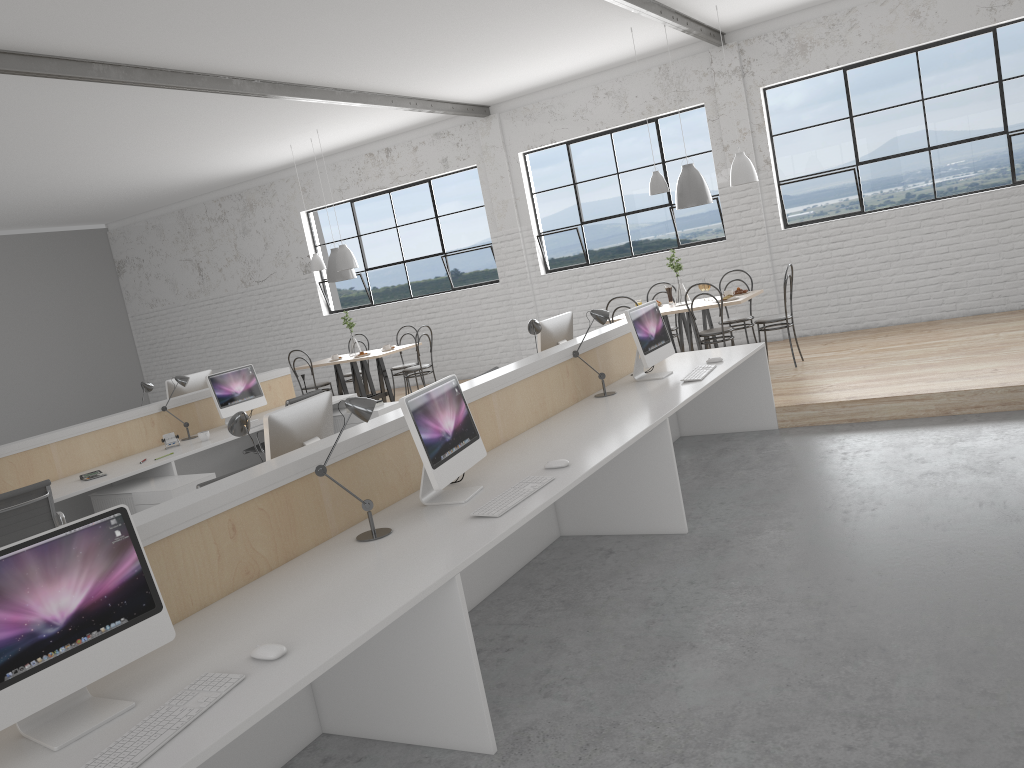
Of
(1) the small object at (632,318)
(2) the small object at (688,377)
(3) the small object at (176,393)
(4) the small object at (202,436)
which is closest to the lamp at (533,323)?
(1) the small object at (632,318)

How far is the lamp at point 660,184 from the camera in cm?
622

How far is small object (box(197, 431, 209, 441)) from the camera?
5.4m

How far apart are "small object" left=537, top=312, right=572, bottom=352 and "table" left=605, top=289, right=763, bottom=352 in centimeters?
149cm

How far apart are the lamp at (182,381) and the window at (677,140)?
3.85m

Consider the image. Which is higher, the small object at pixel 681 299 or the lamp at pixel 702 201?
the lamp at pixel 702 201

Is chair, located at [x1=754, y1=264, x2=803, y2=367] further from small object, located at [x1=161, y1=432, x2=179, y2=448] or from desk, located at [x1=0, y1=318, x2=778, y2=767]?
small object, located at [x1=161, y1=432, x2=179, y2=448]

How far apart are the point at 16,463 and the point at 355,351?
3.5 meters

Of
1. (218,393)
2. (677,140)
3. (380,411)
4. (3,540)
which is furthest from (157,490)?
(677,140)

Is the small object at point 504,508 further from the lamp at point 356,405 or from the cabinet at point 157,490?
the cabinet at point 157,490
